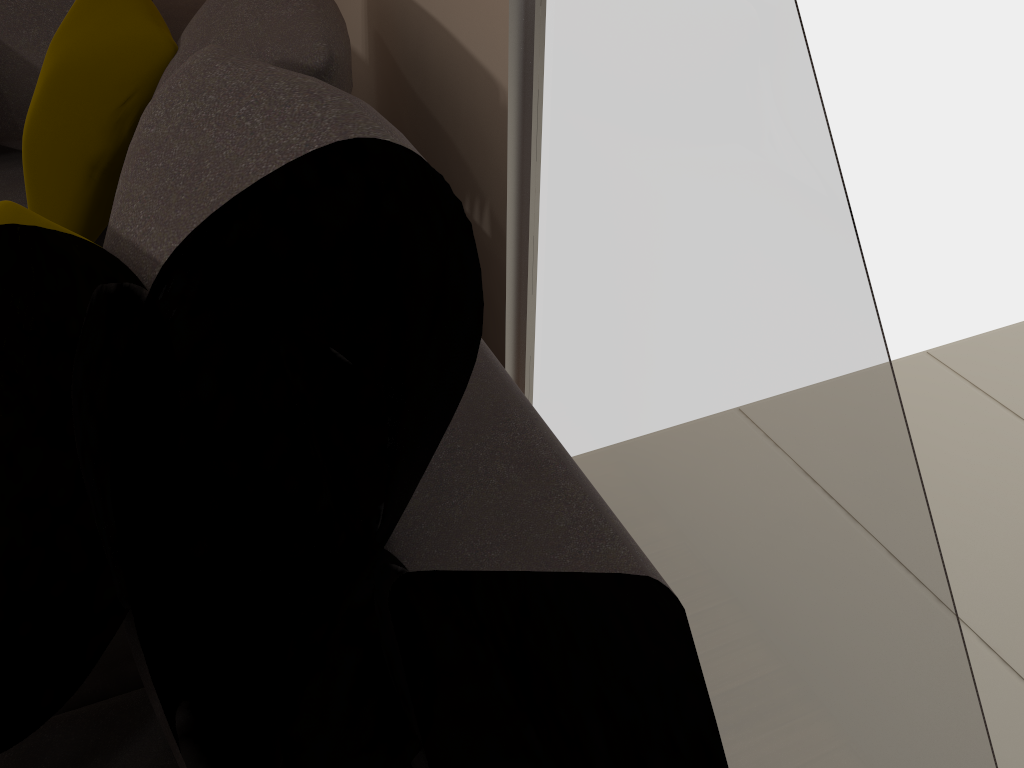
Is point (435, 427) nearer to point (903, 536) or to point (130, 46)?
point (903, 536)

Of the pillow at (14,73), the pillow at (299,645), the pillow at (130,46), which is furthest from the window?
the pillow at (14,73)

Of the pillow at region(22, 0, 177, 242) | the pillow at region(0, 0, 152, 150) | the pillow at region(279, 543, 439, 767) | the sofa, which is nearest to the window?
the sofa

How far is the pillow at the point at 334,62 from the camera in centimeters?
122cm

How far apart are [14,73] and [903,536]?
2.0m

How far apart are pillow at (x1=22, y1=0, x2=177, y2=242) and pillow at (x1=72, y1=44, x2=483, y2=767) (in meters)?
0.37

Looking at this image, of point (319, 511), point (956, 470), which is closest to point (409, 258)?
point (319, 511)

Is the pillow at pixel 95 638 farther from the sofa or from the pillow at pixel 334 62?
the pillow at pixel 334 62

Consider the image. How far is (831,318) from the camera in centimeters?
93cm

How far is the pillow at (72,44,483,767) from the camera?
0.90m
